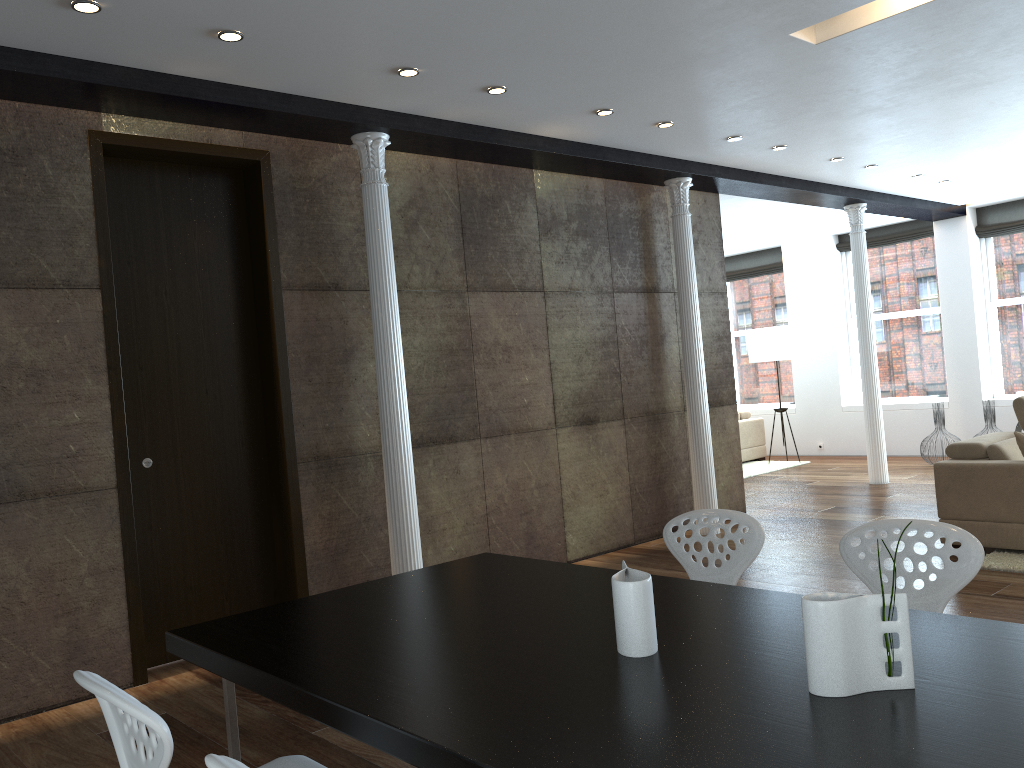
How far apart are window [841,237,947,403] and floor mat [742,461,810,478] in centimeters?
158cm

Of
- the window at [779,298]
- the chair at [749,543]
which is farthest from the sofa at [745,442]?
the chair at [749,543]

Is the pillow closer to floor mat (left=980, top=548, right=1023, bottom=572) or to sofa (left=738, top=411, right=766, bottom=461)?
floor mat (left=980, top=548, right=1023, bottom=572)

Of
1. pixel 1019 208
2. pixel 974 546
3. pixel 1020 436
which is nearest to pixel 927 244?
pixel 1019 208

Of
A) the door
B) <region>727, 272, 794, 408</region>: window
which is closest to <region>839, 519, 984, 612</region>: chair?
the door

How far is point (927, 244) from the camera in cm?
1131

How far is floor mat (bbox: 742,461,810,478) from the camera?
10.9 meters

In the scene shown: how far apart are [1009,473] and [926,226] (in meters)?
6.59

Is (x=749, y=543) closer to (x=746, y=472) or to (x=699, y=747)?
(x=699, y=747)

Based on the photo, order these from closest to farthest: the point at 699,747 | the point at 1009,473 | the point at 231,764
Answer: the point at 231,764
the point at 699,747
the point at 1009,473
